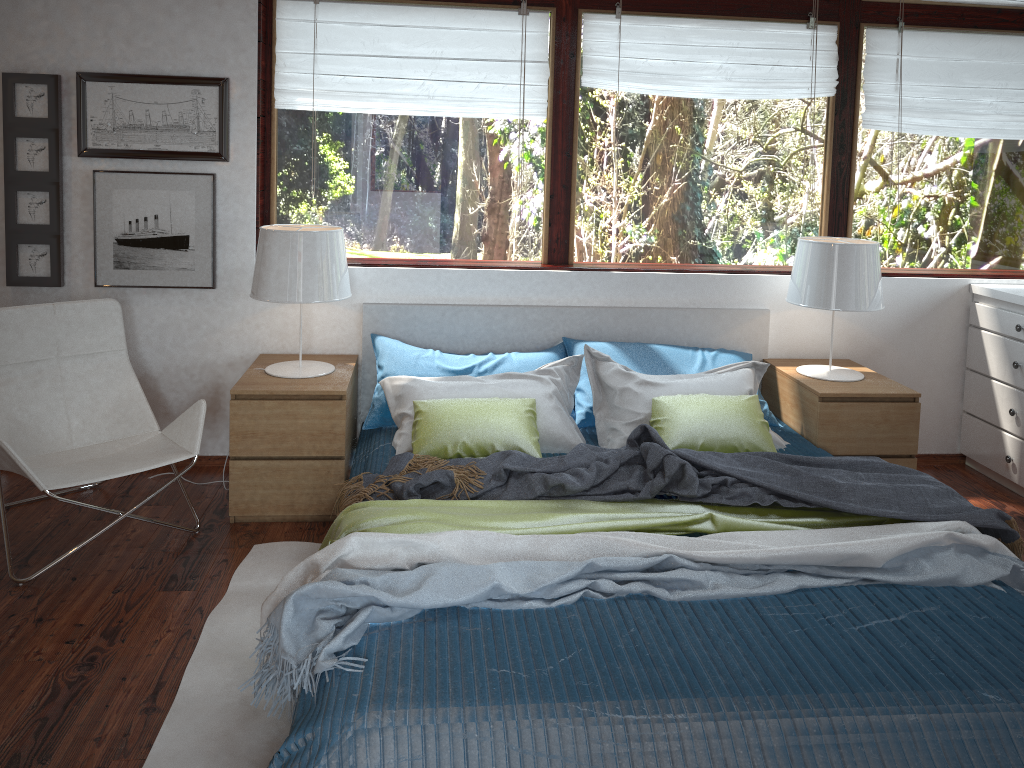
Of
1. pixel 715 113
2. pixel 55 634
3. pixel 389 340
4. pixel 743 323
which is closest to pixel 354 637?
pixel 55 634

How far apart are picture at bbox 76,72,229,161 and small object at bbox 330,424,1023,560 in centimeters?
155cm

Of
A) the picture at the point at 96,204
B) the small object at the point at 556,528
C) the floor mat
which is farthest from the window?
the small object at the point at 556,528

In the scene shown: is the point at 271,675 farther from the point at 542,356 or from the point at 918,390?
the point at 918,390

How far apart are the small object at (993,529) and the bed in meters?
0.2

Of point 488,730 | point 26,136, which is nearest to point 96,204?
point 26,136

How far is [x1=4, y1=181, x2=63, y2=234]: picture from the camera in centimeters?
361cm

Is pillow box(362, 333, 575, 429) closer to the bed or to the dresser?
the bed

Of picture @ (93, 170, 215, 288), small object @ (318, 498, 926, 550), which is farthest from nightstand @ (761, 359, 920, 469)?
picture @ (93, 170, 215, 288)

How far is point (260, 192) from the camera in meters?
3.8 m
